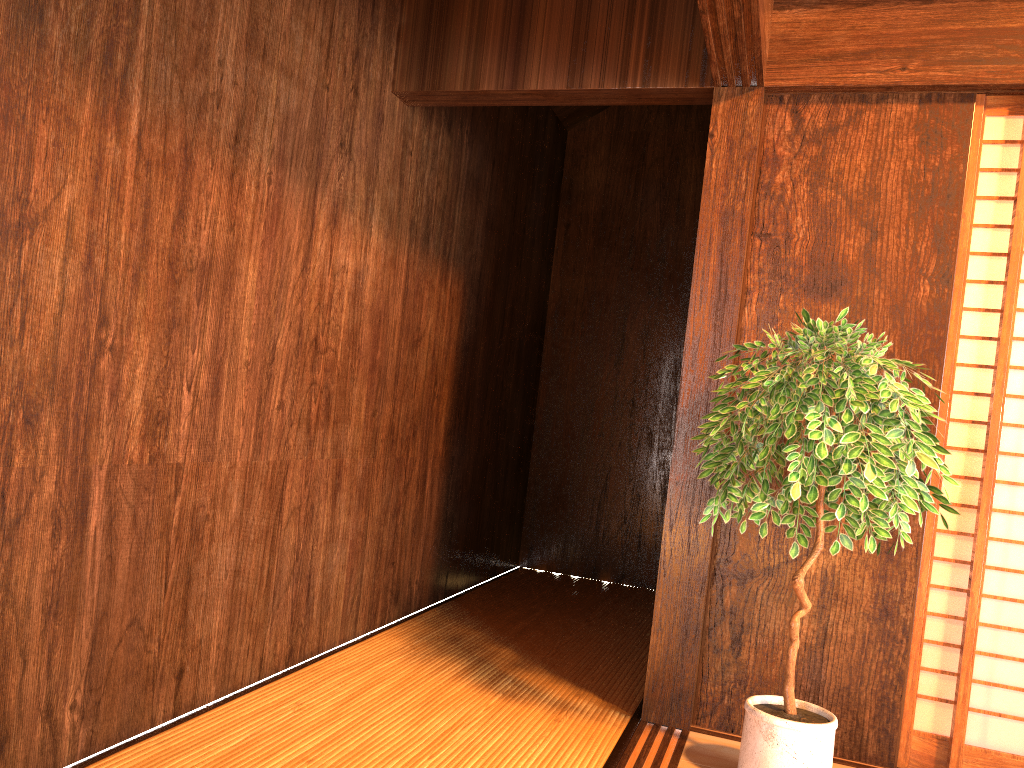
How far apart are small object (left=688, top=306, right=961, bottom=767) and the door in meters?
0.3 m

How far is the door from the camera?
2.6 meters

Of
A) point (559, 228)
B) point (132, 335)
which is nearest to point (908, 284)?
point (132, 335)

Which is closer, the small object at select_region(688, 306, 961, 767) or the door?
the small object at select_region(688, 306, 961, 767)

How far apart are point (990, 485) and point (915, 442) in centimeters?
65cm

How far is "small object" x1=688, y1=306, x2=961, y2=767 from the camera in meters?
2.1 m

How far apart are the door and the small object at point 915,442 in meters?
0.3

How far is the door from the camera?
2.59m
